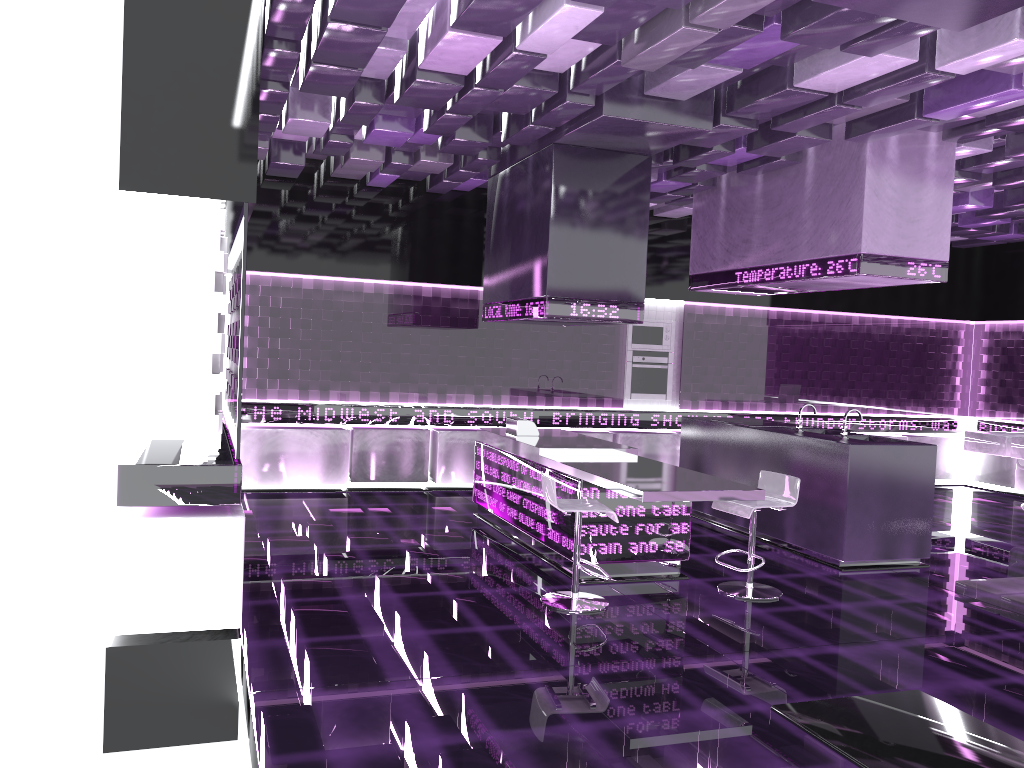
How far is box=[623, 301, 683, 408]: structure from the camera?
9.9 meters

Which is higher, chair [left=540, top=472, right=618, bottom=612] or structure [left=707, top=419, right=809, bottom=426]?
structure [left=707, top=419, right=809, bottom=426]

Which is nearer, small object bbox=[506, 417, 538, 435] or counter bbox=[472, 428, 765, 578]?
counter bbox=[472, 428, 765, 578]

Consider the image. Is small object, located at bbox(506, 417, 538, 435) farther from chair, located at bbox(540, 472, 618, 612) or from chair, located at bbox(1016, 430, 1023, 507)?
chair, located at bbox(1016, 430, 1023, 507)

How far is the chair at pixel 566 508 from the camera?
5.05m

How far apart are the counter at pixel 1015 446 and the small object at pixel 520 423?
4.7m

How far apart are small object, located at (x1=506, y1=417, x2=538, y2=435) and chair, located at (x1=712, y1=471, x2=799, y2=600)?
1.97m

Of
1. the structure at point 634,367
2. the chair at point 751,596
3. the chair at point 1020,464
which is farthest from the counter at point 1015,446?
the chair at point 751,596

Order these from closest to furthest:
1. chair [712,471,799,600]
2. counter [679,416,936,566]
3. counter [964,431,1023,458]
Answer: chair [712,471,799,600]
counter [679,416,936,566]
counter [964,431,1023,458]

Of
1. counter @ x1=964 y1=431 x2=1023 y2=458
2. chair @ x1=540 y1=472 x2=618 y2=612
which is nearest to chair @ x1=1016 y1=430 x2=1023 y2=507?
counter @ x1=964 y1=431 x2=1023 y2=458
